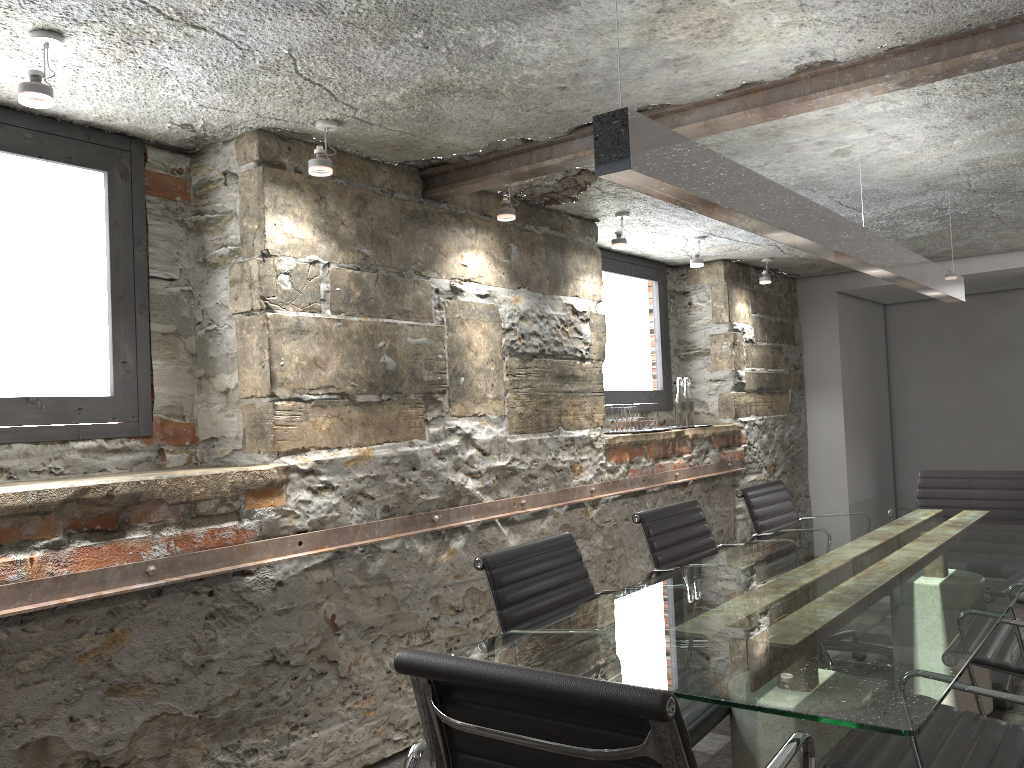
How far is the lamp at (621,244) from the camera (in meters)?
4.26

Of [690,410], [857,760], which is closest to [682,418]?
[690,410]

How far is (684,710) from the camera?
2.1 meters

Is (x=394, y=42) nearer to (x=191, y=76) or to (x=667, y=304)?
(x=191, y=76)

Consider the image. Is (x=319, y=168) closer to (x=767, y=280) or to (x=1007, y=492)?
(x=1007, y=492)

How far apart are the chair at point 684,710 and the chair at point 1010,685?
1.6 meters

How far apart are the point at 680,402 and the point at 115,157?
3.4m

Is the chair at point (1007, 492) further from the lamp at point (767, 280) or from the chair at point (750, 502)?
the lamp at point (767, 280)

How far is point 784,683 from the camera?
1.5 meters

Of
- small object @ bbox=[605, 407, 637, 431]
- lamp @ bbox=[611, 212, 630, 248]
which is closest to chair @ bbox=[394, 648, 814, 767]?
lamp @ bbox=[611, 212, 630, 248]
